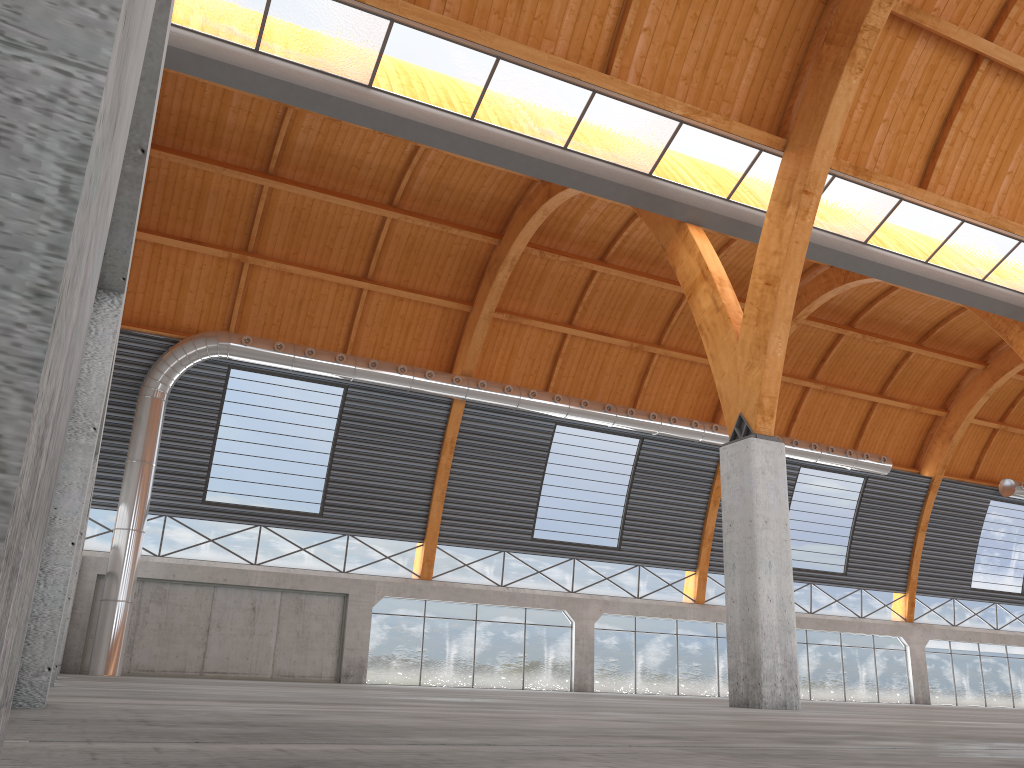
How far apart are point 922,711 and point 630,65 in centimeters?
2104cm
